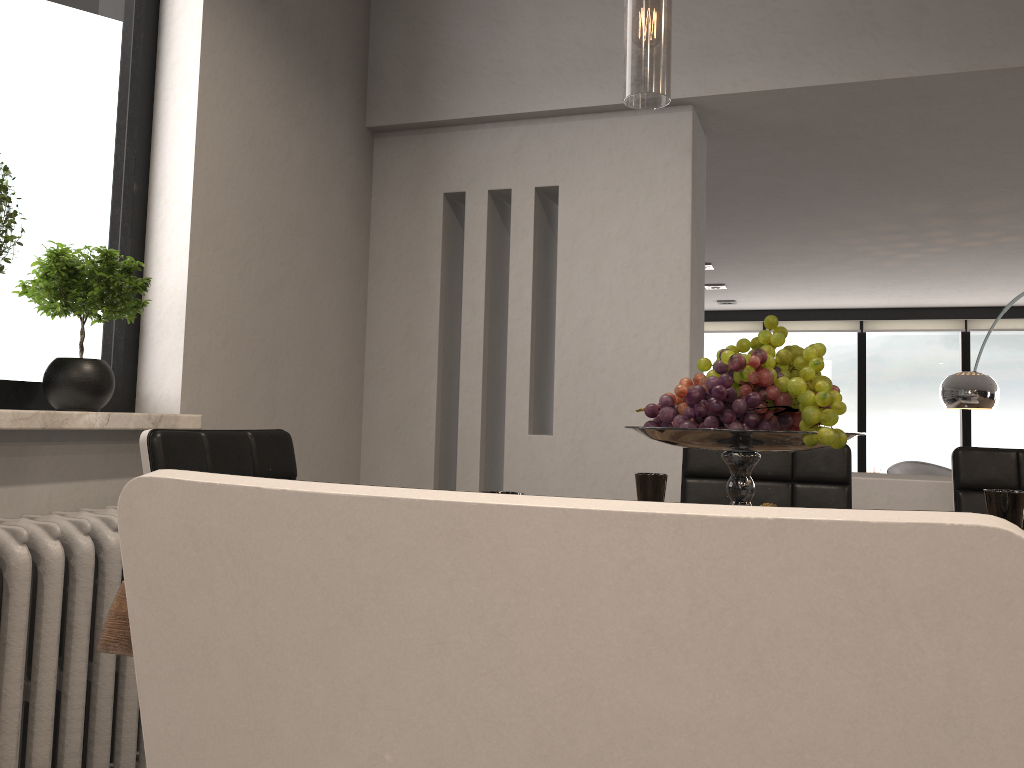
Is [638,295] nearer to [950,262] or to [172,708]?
[172,708]

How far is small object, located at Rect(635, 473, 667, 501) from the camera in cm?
175

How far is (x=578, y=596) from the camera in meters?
0.4

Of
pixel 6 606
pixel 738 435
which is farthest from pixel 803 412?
pixel 6 606

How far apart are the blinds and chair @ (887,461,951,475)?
1.3m

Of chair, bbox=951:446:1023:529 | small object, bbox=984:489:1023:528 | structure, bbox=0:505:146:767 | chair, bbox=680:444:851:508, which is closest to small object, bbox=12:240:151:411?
structure, bbox=0:505:146:767

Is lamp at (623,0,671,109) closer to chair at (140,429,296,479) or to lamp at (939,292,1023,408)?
chair at (140,429,296,479)

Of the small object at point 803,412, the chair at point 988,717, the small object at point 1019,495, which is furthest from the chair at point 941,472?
the chair at point 988,717

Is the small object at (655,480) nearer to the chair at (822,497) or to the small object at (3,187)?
the chair at (822,497)

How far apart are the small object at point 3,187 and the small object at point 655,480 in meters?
1.4 m
